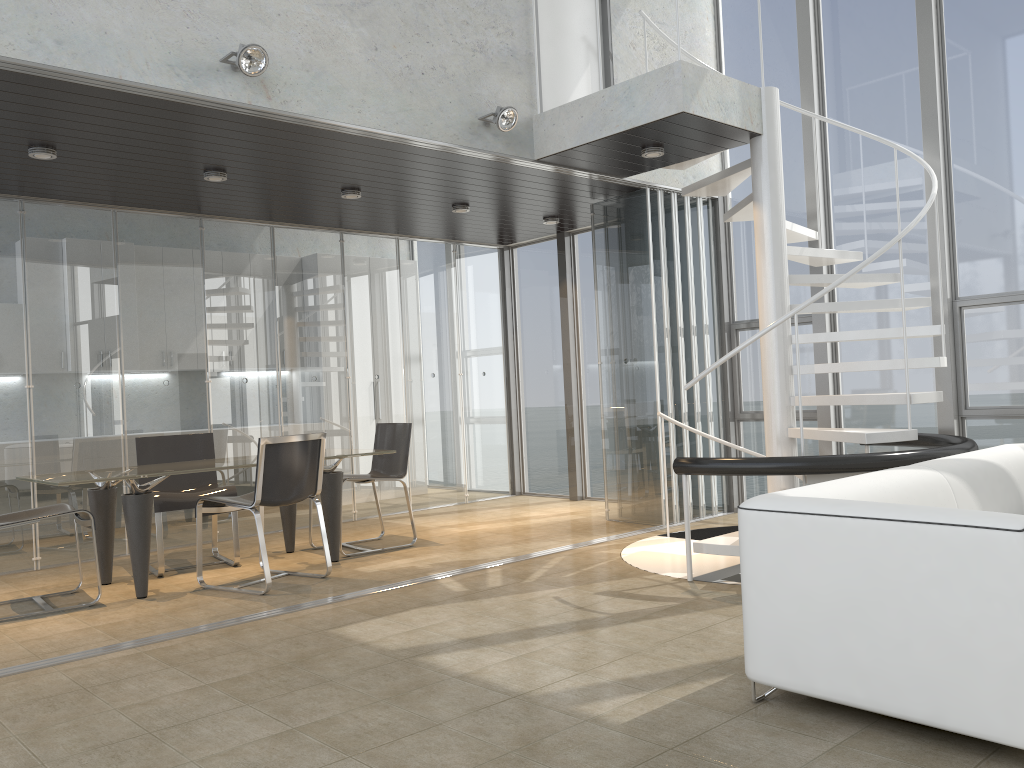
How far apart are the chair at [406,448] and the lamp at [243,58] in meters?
2.9 m

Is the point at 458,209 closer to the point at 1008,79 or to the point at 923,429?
the point at 923,429

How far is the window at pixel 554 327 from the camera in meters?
9.2

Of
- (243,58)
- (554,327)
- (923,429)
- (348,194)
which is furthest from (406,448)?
(923,429)

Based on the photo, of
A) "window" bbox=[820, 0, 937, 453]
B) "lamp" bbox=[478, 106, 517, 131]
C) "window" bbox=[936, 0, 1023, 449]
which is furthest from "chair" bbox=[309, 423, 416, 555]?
"window" bbox=[936, 0, 1023, 449]

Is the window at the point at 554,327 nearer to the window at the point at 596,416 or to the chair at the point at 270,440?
the window at the point at 596,416

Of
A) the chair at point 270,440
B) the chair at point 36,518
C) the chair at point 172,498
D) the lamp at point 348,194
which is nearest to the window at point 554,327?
the lamp at point 348,194

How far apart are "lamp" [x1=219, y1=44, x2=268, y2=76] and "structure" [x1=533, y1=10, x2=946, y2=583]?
2.1 meters

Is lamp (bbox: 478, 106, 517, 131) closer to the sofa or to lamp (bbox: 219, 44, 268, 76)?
lamp (bbox: 219, 44, 268, 76)

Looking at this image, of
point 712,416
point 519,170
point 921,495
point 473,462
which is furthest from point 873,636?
point 473,462
